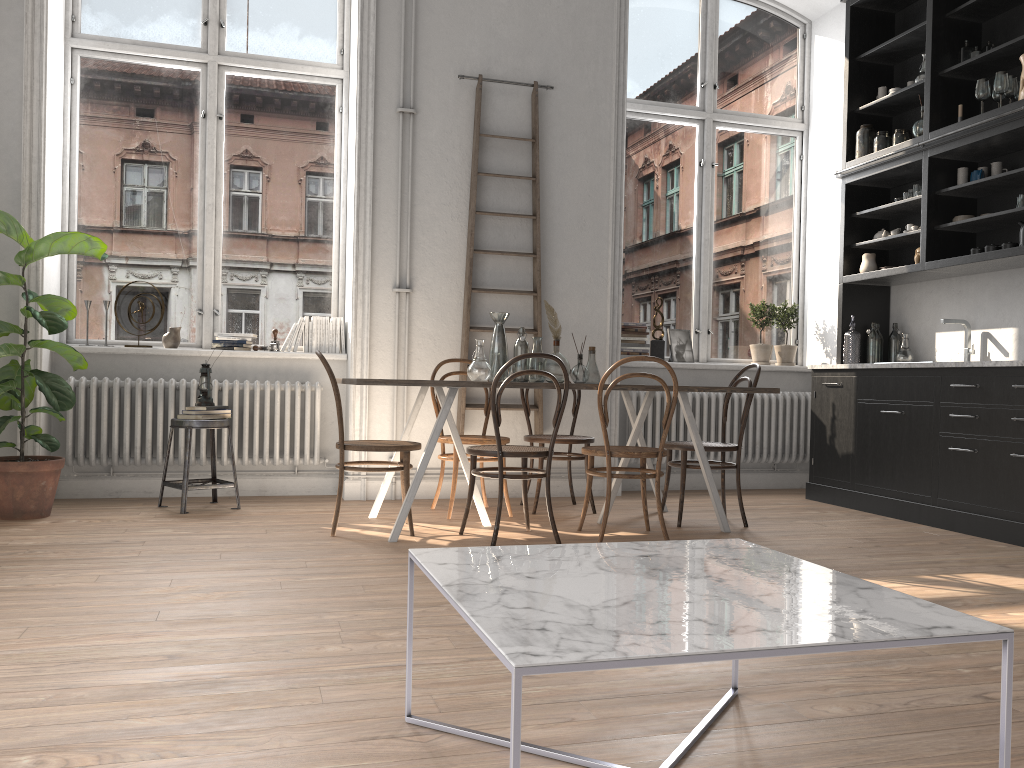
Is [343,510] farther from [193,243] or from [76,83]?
[76,83]

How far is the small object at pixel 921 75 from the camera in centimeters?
575cm

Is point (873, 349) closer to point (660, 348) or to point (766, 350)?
point (766, 350)

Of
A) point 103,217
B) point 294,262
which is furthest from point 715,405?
point 103,217

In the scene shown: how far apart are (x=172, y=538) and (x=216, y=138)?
2.9 meters

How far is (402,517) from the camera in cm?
425

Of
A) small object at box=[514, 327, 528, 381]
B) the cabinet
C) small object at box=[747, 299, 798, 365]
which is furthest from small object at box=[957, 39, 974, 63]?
small object at box=[514, 327, 528, 381]

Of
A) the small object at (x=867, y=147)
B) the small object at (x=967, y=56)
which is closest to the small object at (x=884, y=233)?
the small object at (x=867, y=147)

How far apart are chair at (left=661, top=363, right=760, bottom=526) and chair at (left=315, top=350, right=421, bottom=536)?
1.44m

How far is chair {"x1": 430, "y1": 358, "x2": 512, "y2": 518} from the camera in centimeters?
500cm
